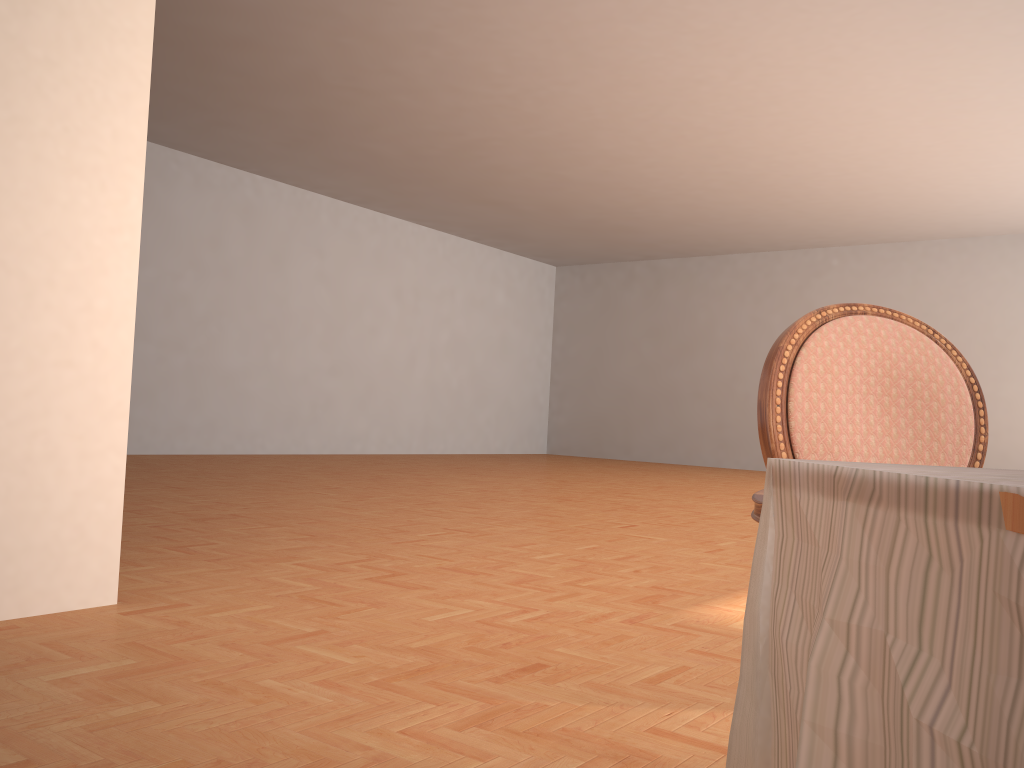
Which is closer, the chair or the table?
the table

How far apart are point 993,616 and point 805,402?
0.9 meters

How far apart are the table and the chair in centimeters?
40cm

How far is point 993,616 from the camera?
0.6m

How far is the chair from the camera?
1.4m

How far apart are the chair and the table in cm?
40

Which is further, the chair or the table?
the chair

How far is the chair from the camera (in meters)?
1.40

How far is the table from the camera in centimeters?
56cm
